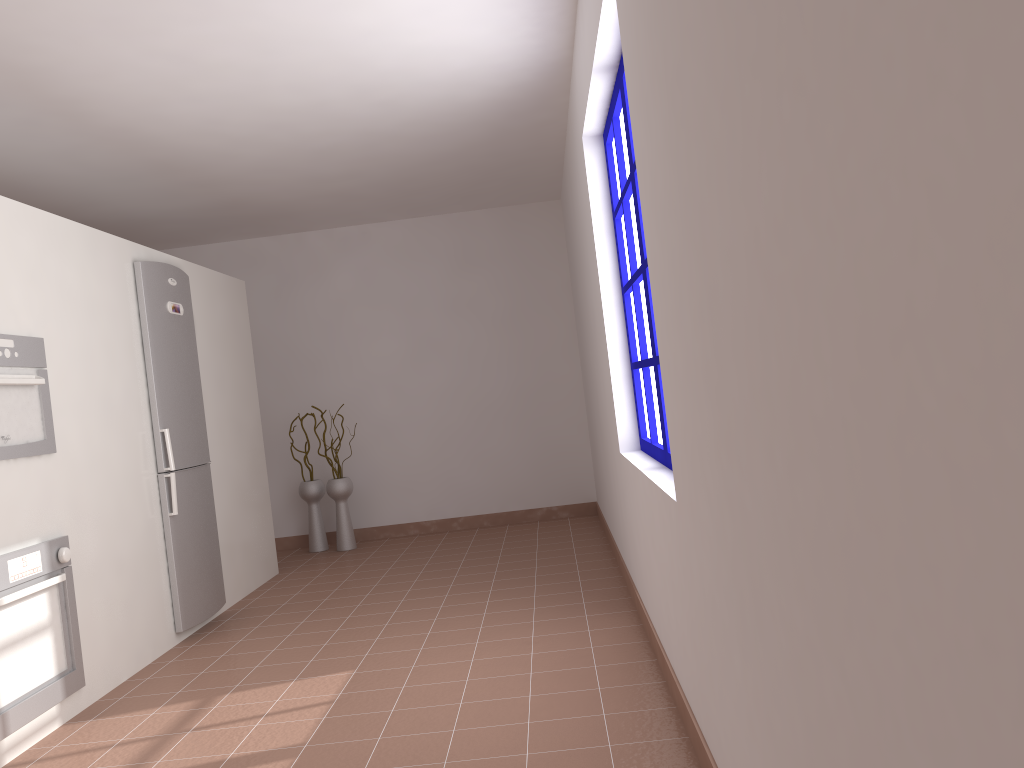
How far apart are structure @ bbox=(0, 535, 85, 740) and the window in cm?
229

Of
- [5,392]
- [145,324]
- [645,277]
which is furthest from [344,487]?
[645,277]

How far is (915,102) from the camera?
0.66m

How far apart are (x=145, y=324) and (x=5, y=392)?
1.2m

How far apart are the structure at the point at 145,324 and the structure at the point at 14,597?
0.90m

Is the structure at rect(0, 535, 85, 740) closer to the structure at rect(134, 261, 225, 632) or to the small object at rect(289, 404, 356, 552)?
the structure at rect(134, 261, 225, 632)

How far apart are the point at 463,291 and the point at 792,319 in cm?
605

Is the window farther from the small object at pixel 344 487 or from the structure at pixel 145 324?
the small object at pixel 344 487

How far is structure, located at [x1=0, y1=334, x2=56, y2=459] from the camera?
3.2 meters

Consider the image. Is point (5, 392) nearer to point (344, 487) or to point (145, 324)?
point (145, 324)
